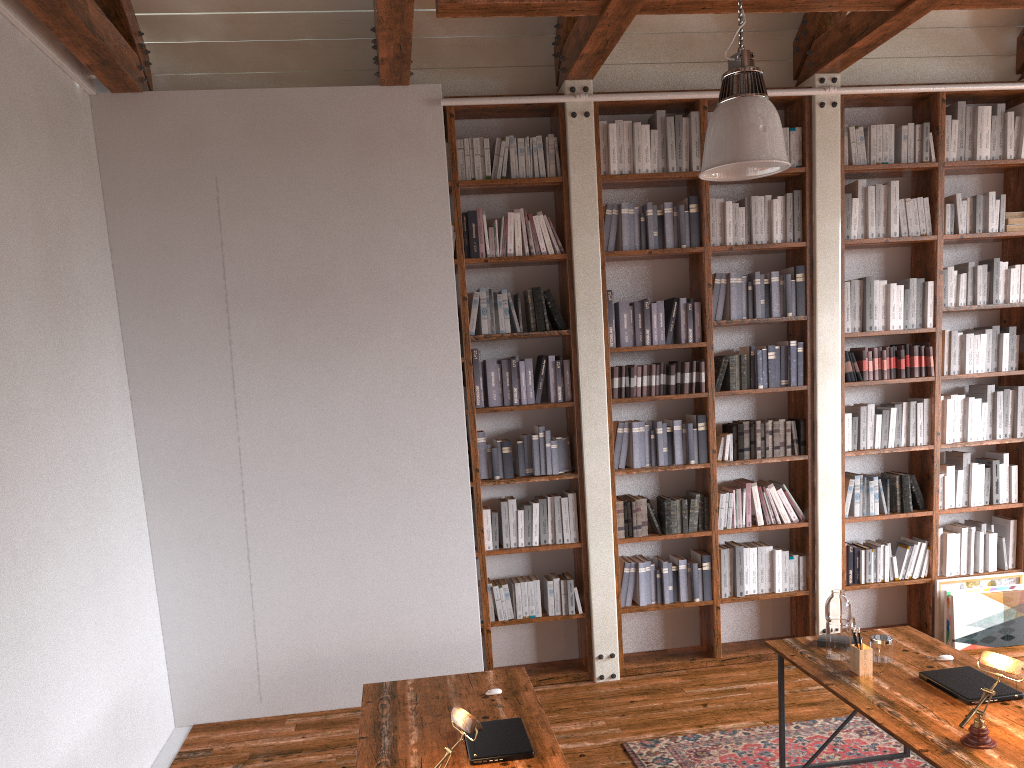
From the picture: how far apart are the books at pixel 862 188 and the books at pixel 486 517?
2.9m

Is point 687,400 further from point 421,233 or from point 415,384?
point 421,233

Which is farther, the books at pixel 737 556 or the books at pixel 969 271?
the books at pixel 969 271

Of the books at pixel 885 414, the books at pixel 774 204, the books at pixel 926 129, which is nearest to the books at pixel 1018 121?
the books at pixel 926 129

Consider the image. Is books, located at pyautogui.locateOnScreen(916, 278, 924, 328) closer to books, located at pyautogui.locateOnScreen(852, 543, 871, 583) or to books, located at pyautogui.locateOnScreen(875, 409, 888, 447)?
books, located at pyautogui.locateOnScreen(875, 409, 888, 447)

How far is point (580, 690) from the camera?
5.2m

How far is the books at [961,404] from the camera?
5.72m

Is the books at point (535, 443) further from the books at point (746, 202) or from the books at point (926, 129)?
the books at point (926, 129)

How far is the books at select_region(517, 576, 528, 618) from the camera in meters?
5.3

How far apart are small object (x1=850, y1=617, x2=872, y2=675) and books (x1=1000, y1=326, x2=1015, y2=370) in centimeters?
306cm
